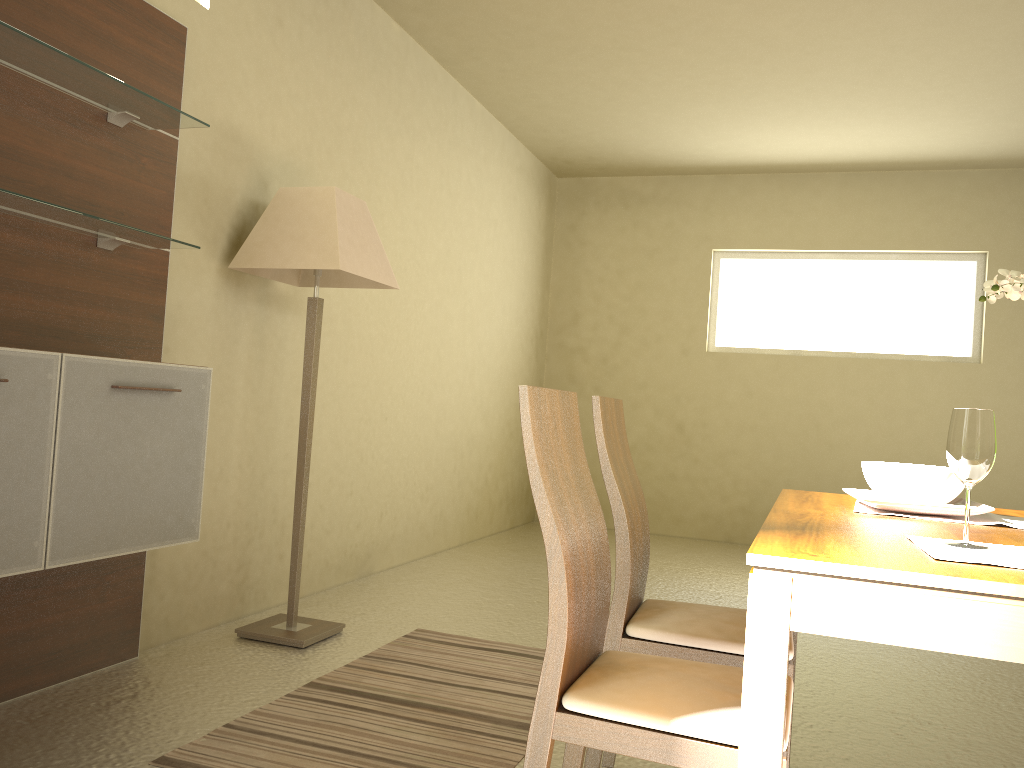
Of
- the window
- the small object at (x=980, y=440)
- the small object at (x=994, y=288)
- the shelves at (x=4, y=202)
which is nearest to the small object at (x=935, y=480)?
the small object at (x=994, y=288)

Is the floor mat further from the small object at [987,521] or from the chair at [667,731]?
the small object at [987,521]

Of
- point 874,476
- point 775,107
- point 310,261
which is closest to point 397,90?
point 310,261

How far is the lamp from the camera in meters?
3.4 m

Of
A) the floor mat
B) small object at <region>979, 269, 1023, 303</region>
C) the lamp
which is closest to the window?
the lamp

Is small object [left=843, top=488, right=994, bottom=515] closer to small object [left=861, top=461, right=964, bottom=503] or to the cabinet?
small object [left=861, top=461, right=964, bottom=503]

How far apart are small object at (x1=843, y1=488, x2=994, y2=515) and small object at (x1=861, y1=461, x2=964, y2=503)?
0.0m

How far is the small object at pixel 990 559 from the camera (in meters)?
1.34

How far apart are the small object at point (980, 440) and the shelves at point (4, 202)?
2.22m

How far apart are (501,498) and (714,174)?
3.18m
